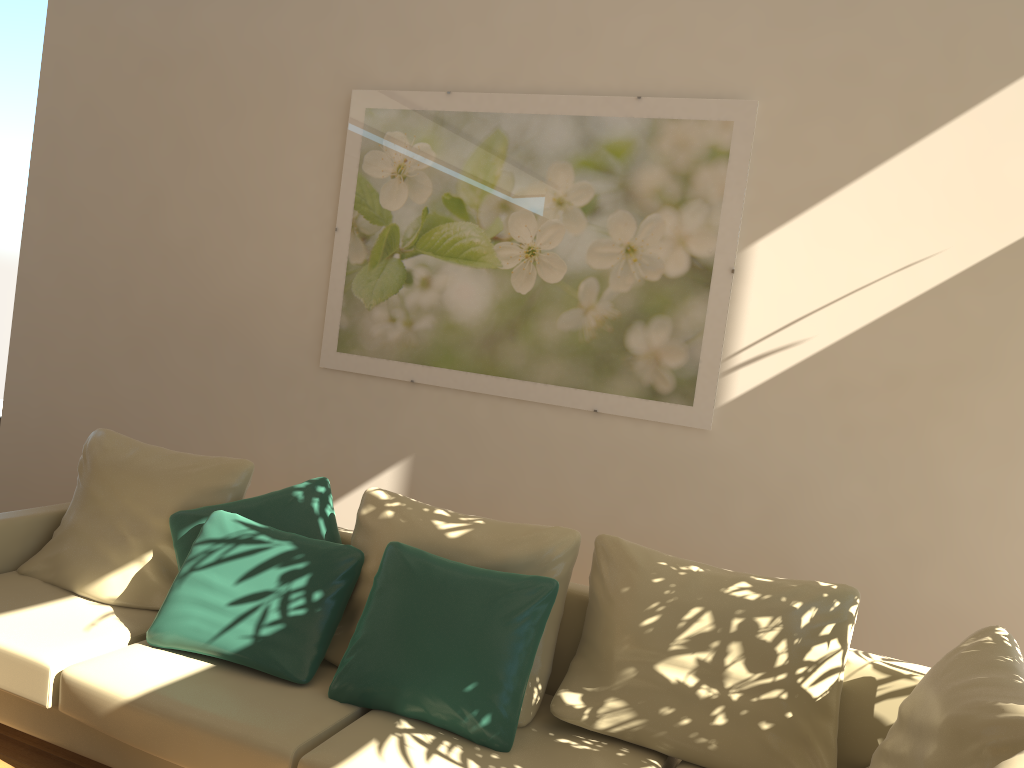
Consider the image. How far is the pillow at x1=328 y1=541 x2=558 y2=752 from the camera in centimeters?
251cm

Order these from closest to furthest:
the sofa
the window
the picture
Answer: the sofa
the picture
the window

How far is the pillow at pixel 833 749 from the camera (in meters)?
2.48

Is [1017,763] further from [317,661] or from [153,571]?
[153,571]

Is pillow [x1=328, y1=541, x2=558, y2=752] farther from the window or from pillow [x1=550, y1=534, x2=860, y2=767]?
the window

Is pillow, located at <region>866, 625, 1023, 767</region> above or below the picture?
below

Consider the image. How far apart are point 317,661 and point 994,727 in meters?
1.9 m

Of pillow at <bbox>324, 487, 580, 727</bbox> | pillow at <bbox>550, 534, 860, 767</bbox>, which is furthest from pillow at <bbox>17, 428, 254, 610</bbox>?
pillow at <bbox>550, 534, 860, 767</bbox>

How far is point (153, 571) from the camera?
3.2 meters

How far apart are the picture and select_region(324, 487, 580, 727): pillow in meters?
0.8
